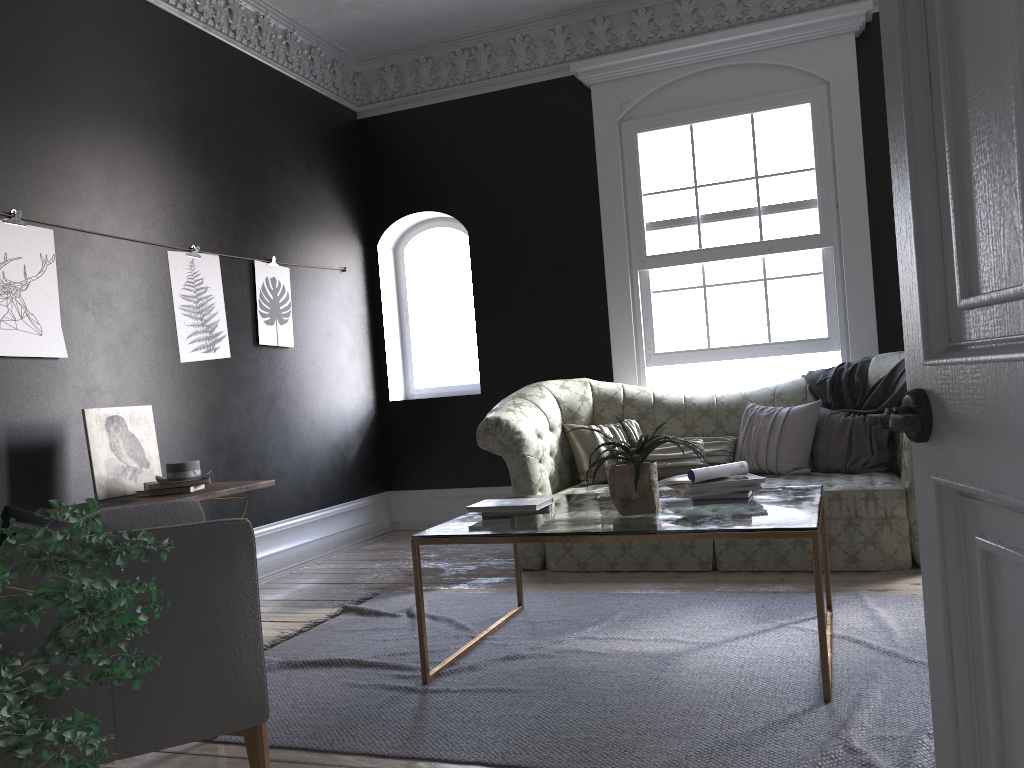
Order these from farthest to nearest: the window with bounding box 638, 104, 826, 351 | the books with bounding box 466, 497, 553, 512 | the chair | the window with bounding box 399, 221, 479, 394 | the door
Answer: the window with bounding box 399, 221, 479, 394 < the window with bounding box 638, 104, 826, 351 < the books with bounding box 466, 497, 553, 512 < the chair < the door

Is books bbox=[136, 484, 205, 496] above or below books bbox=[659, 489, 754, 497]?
above

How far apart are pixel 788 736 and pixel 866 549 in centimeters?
228cm

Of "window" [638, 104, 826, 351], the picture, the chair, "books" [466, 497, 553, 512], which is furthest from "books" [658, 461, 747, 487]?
the picture

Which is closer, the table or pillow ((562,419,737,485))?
the table

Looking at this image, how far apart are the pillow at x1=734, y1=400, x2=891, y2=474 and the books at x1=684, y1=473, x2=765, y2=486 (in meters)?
1.69

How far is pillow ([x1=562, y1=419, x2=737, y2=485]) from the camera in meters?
5.4

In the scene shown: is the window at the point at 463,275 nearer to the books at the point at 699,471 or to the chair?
the books at the point at 699,471

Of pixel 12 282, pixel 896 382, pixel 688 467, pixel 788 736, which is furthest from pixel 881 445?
pixel 12 282

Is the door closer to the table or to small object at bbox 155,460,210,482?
the table
